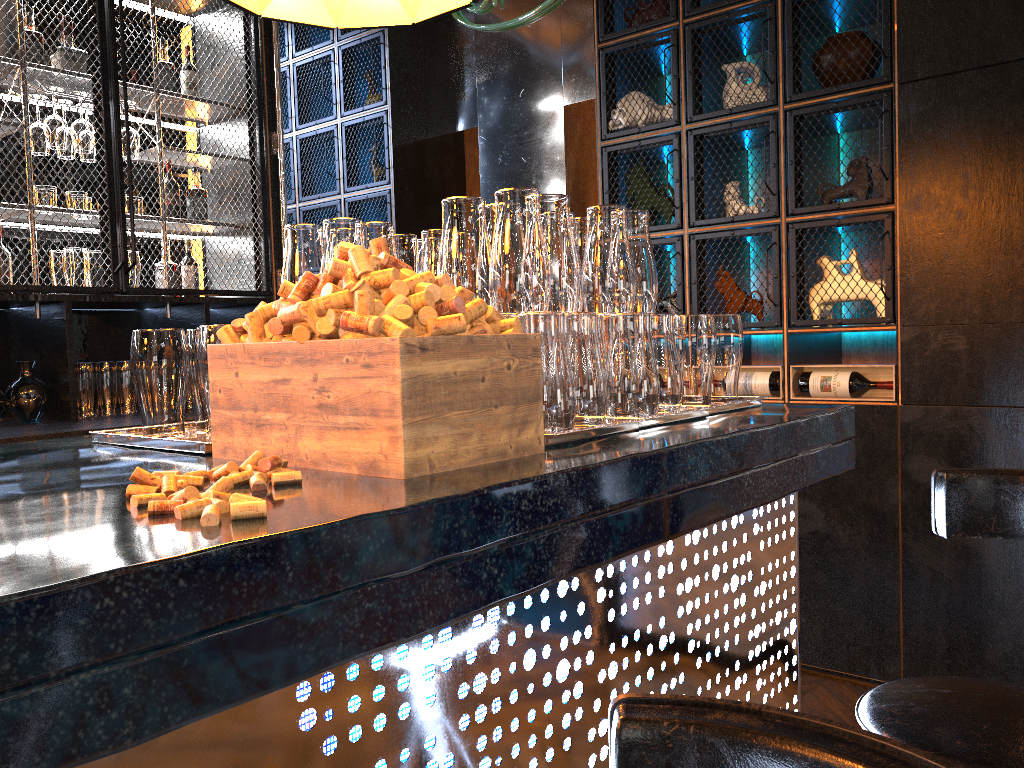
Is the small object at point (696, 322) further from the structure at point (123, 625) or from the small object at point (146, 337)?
the small object at point (146, 337)

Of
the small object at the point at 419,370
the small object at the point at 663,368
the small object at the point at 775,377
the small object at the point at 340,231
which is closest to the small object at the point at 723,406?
the small object at the point at 663,368

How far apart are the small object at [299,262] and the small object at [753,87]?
2.4 meters

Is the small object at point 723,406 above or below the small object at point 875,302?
below

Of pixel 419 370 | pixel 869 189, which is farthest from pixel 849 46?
pixel 419 370

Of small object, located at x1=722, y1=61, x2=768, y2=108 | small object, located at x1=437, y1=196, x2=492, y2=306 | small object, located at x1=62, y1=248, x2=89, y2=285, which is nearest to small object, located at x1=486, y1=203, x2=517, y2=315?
small object, located at x1=437, y1=196, x2=492, y2=306

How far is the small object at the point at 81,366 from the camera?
3.6 meters

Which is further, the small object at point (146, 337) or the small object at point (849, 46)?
the small object at point (849, 46)

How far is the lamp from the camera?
1.98m

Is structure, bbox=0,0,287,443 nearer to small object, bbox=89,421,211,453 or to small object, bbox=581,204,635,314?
small object, bbox=89,421,211,453
